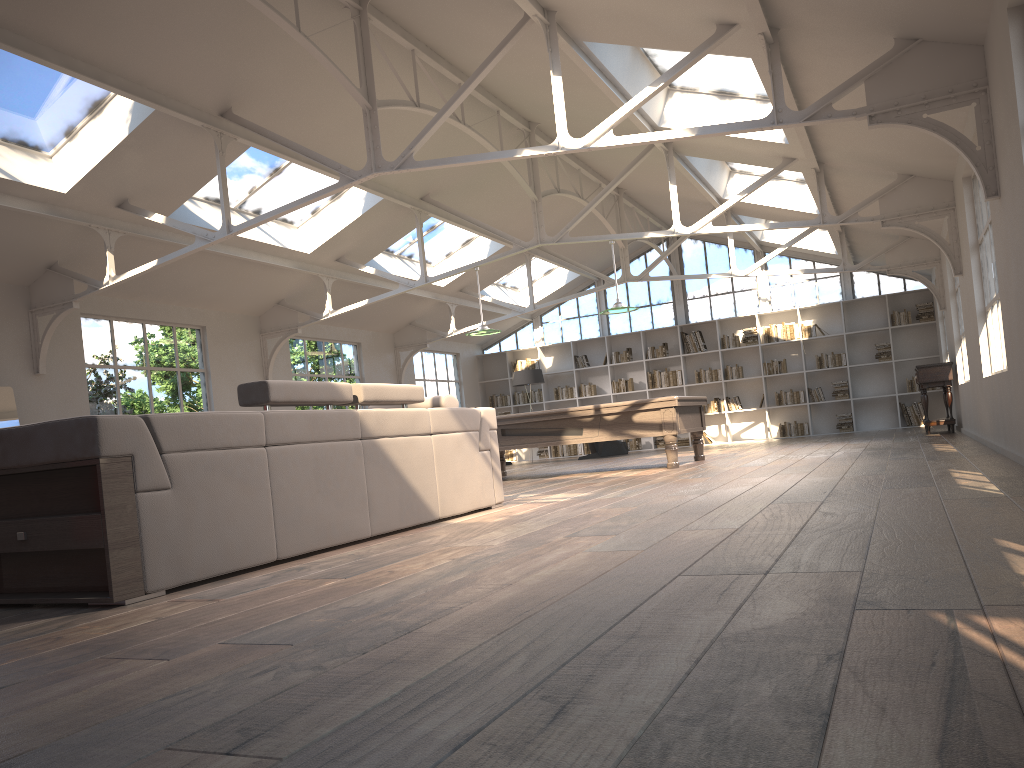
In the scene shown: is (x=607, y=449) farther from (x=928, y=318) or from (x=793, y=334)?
(x=928, y=318)

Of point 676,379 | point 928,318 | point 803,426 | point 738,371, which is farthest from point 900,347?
point 676,379

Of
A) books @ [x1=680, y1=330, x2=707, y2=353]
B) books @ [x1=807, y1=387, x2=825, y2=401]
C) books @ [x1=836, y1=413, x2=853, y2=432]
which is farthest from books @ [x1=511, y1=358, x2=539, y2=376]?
books @ [x1=836, y1=413, x2=853, y2=432]

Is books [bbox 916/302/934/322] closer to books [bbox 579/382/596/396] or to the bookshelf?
the bookshelf

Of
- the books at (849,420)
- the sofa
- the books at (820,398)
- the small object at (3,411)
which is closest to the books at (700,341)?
the books at (820,398)

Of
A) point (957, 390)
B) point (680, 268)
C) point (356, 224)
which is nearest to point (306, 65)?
point (356, 224)

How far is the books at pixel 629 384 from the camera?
17.6m

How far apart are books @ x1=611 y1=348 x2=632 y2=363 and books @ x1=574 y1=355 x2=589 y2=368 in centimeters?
61cm

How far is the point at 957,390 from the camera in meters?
11.7 m

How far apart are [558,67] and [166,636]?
5.4m
